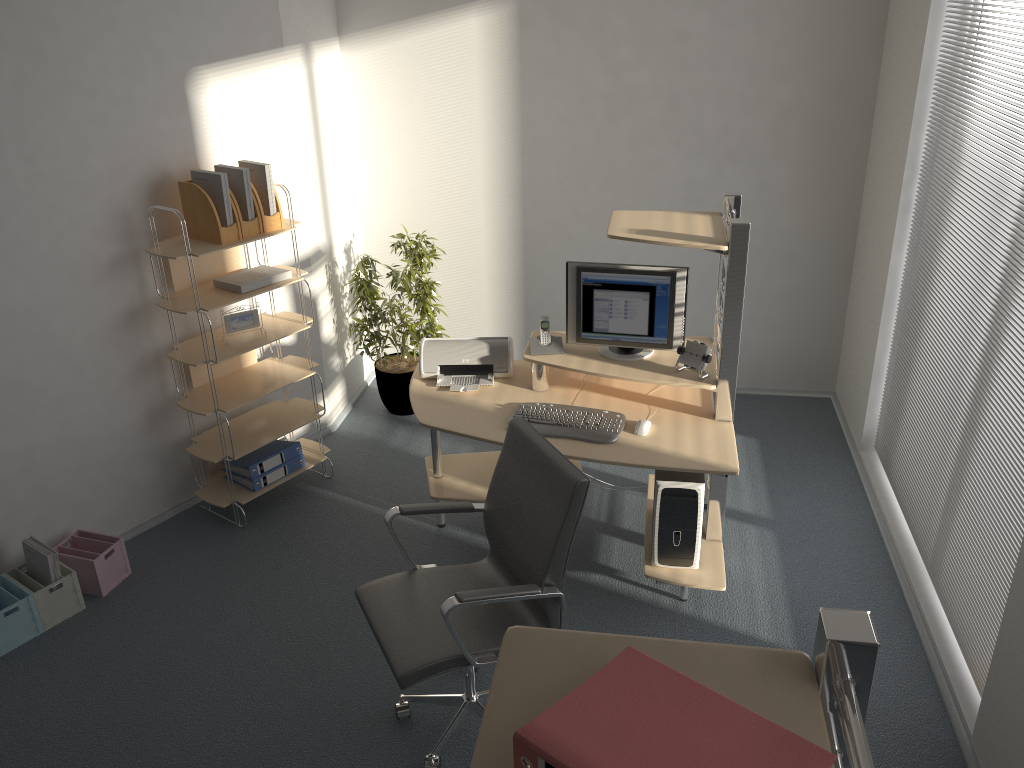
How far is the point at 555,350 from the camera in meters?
4.0 m

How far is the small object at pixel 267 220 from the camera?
4.1 meters

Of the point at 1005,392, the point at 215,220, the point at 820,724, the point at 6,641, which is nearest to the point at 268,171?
the point at 215,220

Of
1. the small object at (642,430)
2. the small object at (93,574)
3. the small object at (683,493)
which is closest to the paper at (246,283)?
the small object at (93,574)

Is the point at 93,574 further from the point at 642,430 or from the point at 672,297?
the point at 672,297

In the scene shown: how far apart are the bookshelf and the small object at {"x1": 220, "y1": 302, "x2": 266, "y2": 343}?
0.1m

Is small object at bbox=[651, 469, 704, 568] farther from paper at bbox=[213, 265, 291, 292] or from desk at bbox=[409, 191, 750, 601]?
paper at bbox=[213, 265, 291, 292]

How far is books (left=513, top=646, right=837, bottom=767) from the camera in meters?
1.1

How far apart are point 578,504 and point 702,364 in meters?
1.2 m

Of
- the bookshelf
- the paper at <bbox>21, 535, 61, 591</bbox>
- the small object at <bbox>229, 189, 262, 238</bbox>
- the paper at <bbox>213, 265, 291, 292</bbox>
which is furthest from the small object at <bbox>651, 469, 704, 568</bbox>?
the paper at <bbox>21, 535, 61, 591</bbox>
